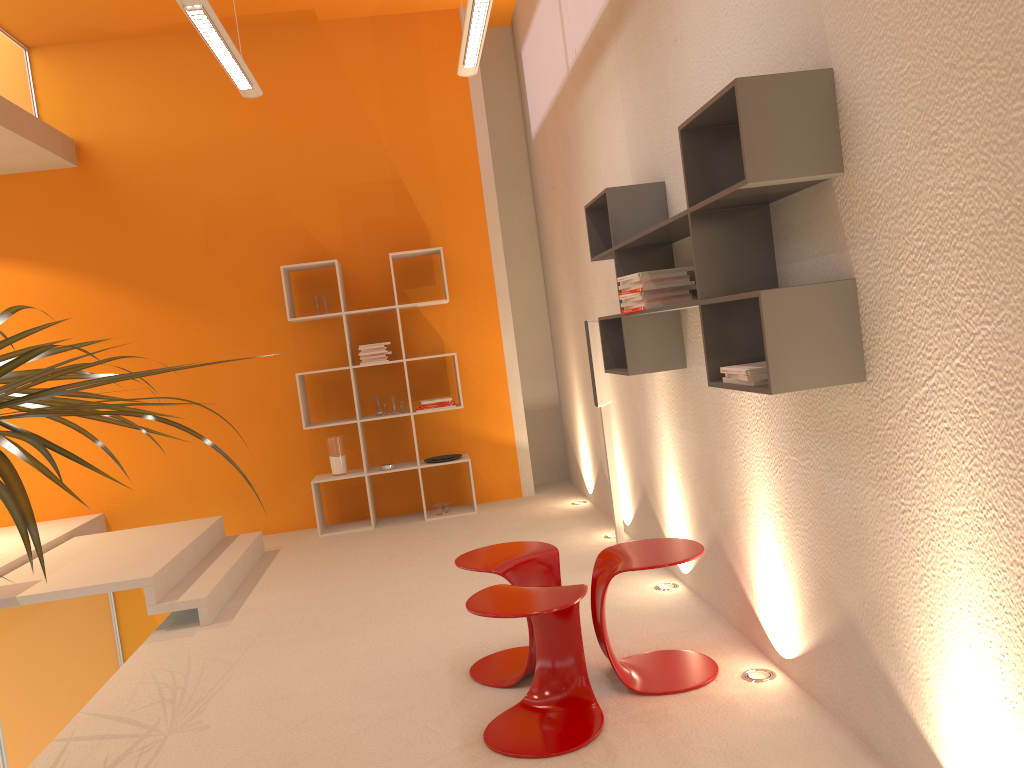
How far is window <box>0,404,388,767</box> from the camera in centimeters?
511cm

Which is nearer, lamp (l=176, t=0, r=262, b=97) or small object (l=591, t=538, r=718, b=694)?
small object (l=591, t=538, r=718, b=694)

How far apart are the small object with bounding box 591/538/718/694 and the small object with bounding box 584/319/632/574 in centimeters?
122cm

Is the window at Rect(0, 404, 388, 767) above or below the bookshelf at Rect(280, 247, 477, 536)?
below

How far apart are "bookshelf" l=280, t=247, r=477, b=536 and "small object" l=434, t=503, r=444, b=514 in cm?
5

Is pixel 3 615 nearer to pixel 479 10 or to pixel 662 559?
pixel 662 559

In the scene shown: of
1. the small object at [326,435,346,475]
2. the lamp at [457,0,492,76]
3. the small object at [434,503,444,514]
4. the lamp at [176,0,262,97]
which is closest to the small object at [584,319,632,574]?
the lamp at [457,0,492,76]

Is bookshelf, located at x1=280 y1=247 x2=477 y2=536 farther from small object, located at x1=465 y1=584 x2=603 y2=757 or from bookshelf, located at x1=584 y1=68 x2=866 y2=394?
small object, located at x1=465 y1=584 x2=603 y2=757

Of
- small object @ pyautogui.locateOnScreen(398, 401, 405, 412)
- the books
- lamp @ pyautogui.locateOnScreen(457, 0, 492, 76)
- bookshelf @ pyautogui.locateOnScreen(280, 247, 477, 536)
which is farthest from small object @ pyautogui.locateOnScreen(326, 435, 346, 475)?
the books

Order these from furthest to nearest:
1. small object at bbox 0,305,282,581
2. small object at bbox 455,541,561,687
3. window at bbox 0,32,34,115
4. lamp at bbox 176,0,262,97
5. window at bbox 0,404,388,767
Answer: window at bbox 0,32,34,115 < window at bbox 0,404,388,767 < lamp at bbox 176,0,262,97 < small object at bbox 455,541,561,687 < small object at bbox 0,305,282,581
